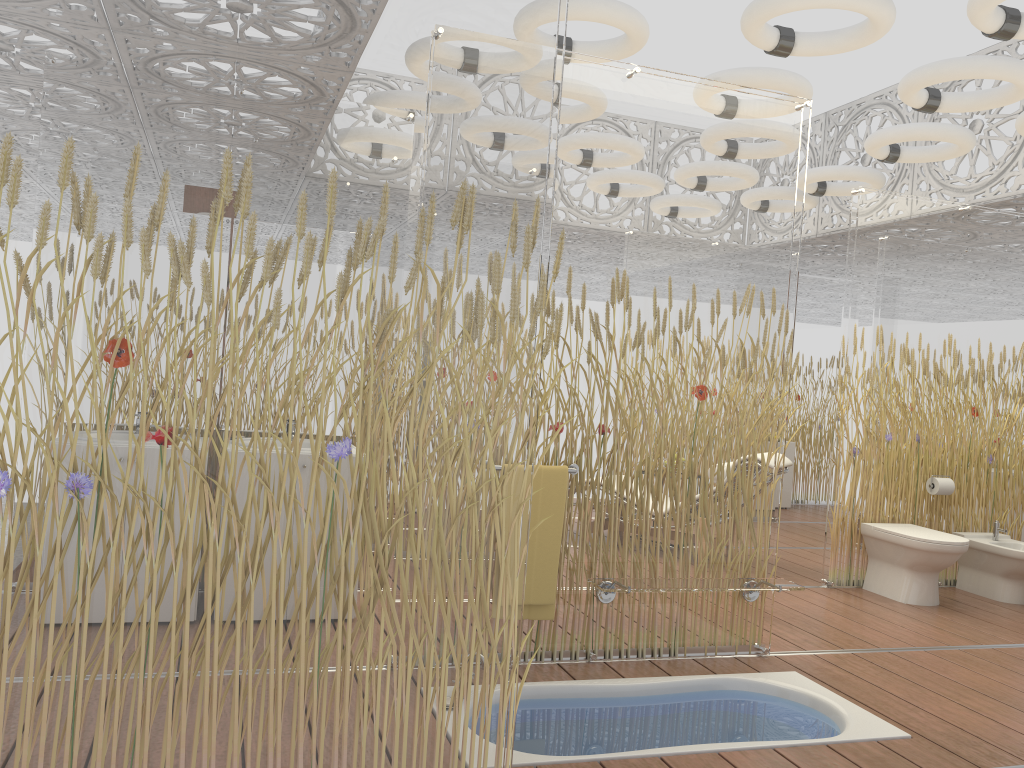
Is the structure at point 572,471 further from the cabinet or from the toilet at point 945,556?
the cabinet

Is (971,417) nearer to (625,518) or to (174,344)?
(625,518)

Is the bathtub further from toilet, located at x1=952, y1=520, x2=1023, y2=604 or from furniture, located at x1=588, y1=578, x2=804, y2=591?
toilet, located at x1=952, y1=520, x2=1023, y2=604

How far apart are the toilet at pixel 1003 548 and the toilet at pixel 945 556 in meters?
0.5

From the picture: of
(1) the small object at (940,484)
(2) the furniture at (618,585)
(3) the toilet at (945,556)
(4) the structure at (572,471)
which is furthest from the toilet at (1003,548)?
(4) the structure at (572,471)

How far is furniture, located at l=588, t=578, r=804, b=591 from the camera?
3.7 meters

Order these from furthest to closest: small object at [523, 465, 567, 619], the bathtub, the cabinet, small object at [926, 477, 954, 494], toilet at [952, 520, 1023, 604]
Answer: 1. the cabinet
2. small object at [926, 477, 954, 494]
3. toilet at [952, 520, 1023, 604]
4. small object at [523, 465, 567, 619]
5. the bathtub

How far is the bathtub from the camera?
3.1 meters

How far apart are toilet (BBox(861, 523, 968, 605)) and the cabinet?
3.84m

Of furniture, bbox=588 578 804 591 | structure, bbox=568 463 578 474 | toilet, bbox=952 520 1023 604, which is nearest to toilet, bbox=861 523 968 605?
toilet, bbox=952 520 1023 604
